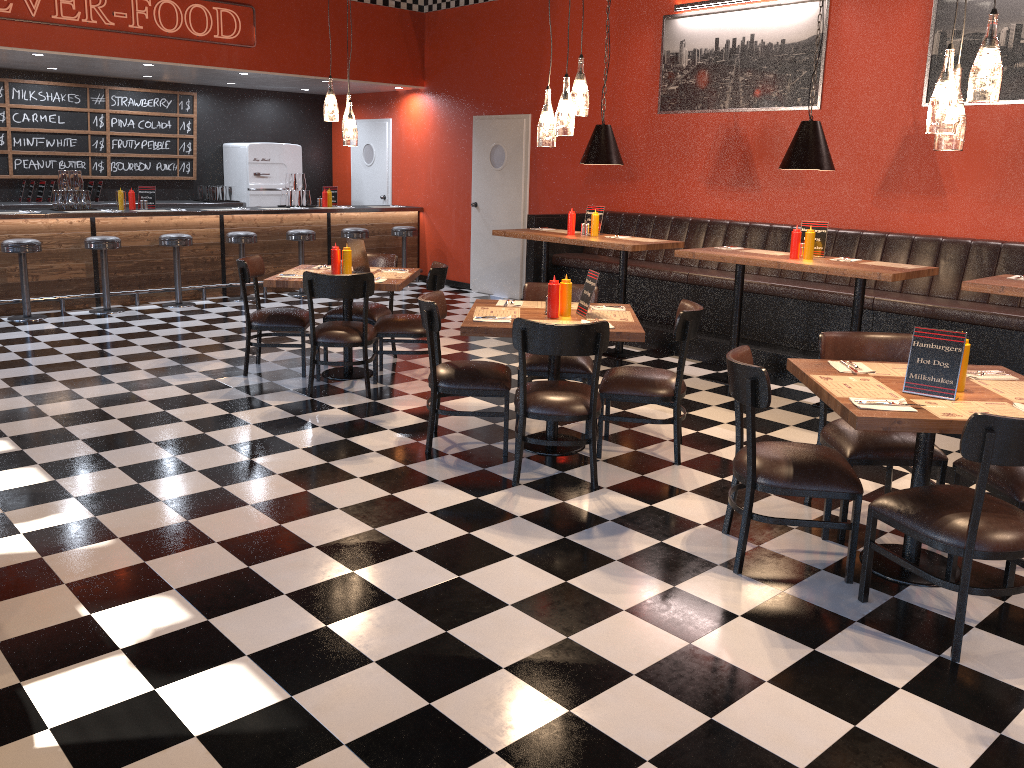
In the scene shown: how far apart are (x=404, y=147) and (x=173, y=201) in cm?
314

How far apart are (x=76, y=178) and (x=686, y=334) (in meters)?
7.41

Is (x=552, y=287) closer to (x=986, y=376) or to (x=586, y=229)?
(x=986, y=376)

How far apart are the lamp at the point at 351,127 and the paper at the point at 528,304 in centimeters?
197cm

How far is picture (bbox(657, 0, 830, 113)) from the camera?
7.6 meters

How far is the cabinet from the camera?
10.06m

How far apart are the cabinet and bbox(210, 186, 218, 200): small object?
0.3 meters

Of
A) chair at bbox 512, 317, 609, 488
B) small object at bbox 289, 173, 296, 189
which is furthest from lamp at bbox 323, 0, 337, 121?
small object at bbox 289, 173, 296, 189

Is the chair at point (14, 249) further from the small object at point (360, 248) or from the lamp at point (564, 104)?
the lamp at point (564, 104)

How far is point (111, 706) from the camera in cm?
267
